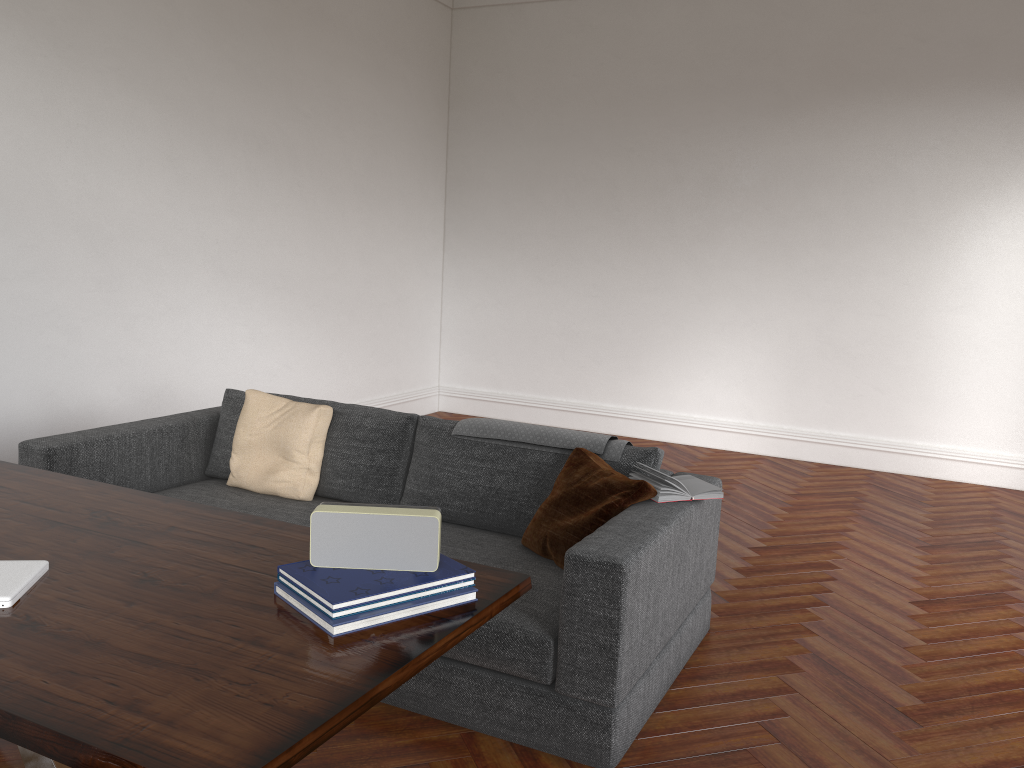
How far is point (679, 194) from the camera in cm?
729

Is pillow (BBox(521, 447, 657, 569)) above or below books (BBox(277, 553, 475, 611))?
below

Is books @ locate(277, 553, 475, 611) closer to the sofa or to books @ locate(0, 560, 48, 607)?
books @ locate(0, 560, 48, 607)

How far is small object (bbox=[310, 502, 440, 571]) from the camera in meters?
1.9 m

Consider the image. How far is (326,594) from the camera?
1.7m

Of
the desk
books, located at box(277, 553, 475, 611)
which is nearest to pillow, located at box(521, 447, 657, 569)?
the desk

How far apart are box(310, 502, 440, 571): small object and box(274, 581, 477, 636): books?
0.1m

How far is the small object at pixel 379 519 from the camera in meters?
1.9 m

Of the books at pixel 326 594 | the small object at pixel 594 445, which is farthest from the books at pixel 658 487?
the books at pixel 326 594

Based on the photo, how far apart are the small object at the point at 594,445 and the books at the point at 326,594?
1.6m
